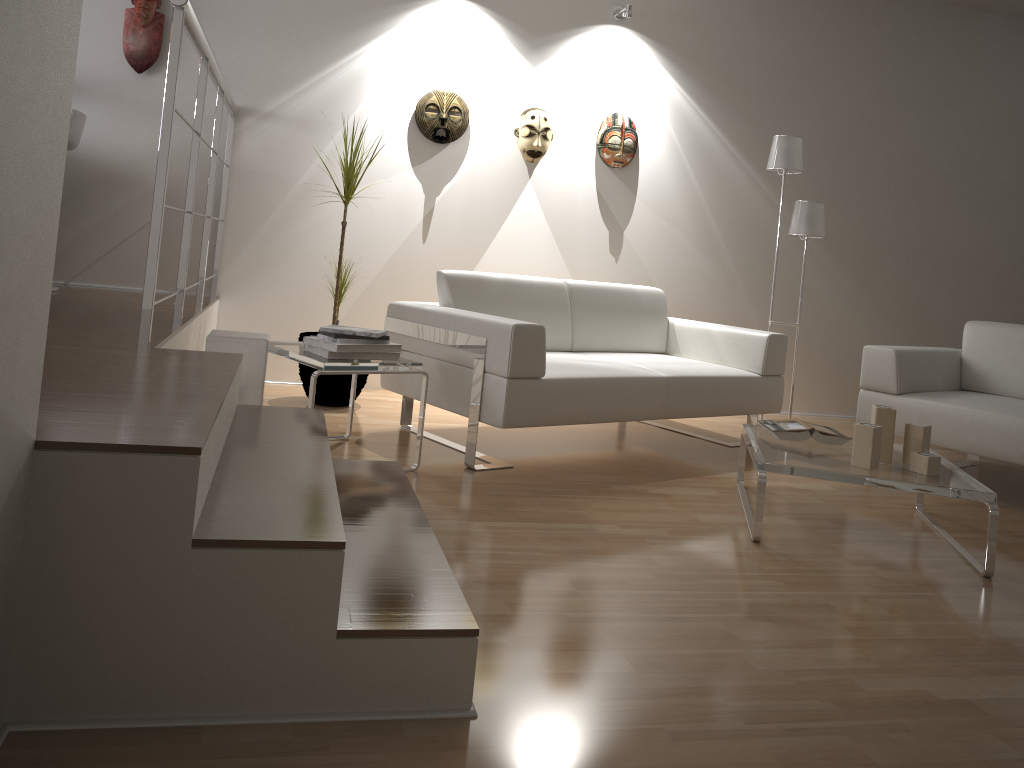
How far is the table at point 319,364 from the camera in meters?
3.0 m

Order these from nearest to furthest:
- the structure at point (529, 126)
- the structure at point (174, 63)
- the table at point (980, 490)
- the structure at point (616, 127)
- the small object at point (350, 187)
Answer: the structure at point (174, 63) < the table at point (980, 490) < the small object at point (350, 187) < the structure at point (529, 126) < the structure at point (616, 127)

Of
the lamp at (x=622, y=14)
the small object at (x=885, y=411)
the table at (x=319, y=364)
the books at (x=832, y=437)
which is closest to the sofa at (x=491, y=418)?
the table at (x=319, y=364)

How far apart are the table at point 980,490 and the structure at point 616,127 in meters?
2.2 m

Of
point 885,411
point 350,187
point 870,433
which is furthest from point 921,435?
point 350,187

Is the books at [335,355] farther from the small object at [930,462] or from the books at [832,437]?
the small object at [930,462]

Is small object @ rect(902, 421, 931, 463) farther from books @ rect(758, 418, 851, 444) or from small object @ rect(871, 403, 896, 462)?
books @ rect(758, 418, 851, 444)

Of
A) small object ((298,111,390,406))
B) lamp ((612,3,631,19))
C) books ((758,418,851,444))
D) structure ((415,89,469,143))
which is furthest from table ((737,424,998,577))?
lamp ((612,3,631,19))

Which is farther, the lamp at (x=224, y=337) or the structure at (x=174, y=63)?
the lamp at (x=224, y=337)

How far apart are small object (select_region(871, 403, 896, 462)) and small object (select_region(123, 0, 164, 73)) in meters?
3.8
